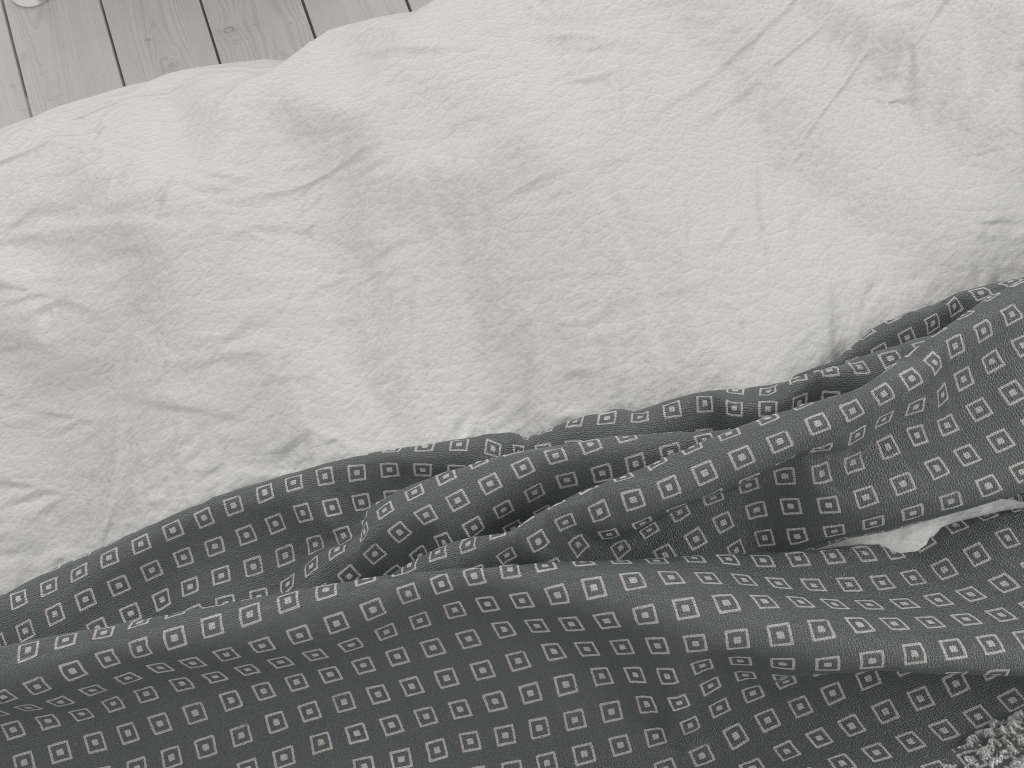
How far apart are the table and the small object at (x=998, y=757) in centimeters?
151cm

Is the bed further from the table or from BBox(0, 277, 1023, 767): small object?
the table

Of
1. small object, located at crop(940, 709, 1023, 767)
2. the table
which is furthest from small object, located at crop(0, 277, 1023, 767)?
the table

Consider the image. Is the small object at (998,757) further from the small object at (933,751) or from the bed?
the bed

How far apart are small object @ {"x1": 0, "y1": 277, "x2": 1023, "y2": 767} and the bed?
0.0m

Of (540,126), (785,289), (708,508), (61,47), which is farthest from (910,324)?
(61,47)

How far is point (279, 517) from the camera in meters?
0.6

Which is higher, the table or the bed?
the bed

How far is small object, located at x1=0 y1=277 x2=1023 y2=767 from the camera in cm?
50

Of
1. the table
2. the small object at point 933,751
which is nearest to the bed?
the small object at point 933,751
